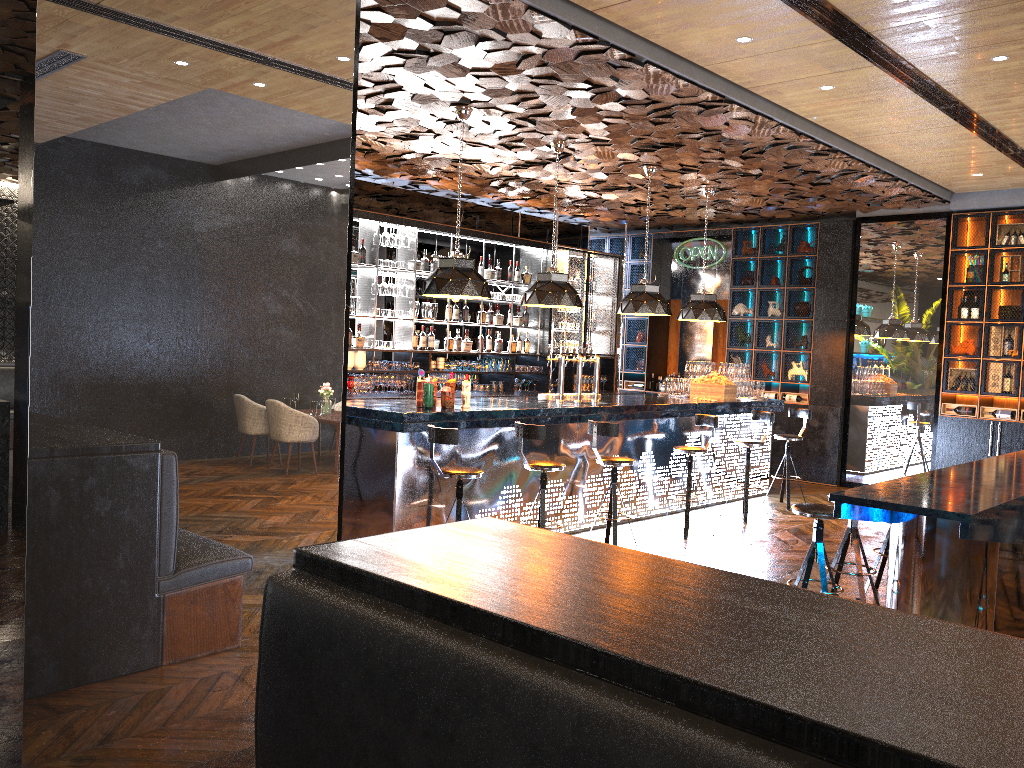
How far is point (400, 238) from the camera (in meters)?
10.24

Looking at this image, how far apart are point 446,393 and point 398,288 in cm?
361

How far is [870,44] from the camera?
5.7m

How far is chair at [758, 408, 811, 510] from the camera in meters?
9.9

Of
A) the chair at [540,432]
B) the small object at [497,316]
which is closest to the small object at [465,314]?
the small object at [497,316]

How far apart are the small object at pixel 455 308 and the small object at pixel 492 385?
1.02m

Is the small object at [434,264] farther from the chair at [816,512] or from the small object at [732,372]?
the chair at [816,512]

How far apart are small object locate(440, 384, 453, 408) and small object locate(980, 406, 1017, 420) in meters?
7.1

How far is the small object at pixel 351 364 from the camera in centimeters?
976cm

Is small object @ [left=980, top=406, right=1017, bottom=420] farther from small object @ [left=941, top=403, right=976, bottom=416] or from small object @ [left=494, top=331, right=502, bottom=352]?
small object @ [left=494, top=331, right=502, bottom=352]
